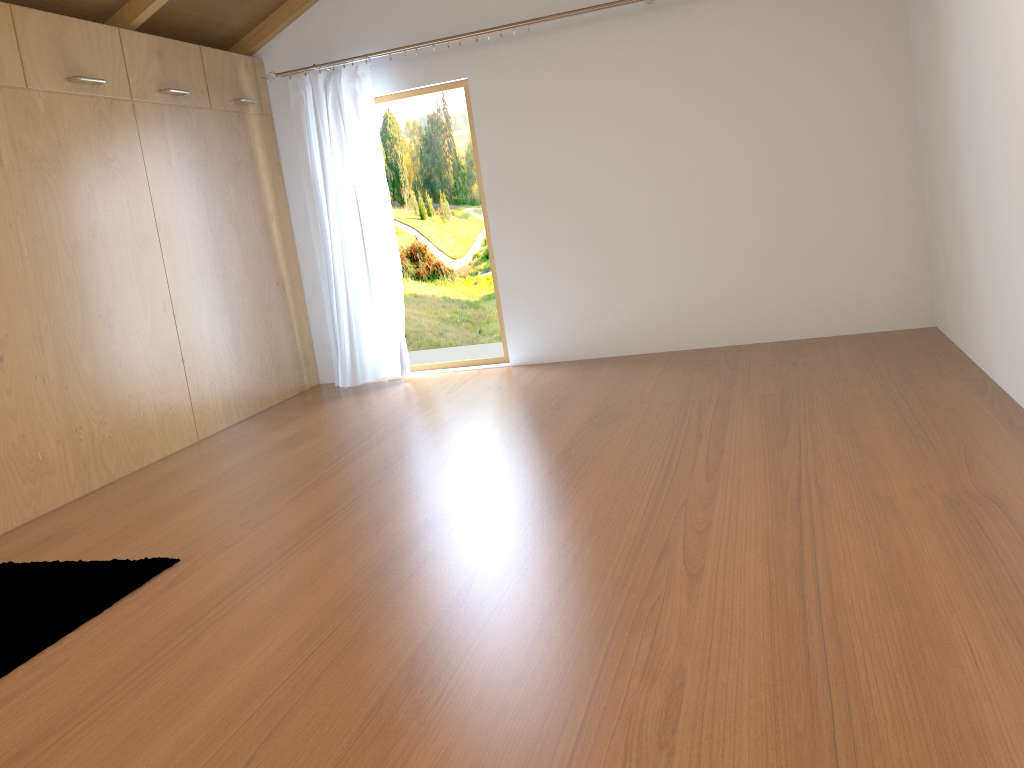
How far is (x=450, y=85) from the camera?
5.4m

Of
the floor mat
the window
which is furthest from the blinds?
the floor mat

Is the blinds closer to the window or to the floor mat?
the window

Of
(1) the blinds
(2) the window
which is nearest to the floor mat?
(1) the blinds

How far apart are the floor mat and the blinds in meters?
2.7 m

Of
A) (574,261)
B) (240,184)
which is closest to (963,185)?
(574,261)

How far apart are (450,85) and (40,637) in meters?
3.9

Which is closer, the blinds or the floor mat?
the floor mat

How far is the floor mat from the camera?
2.48m

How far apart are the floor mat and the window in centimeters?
299cm
